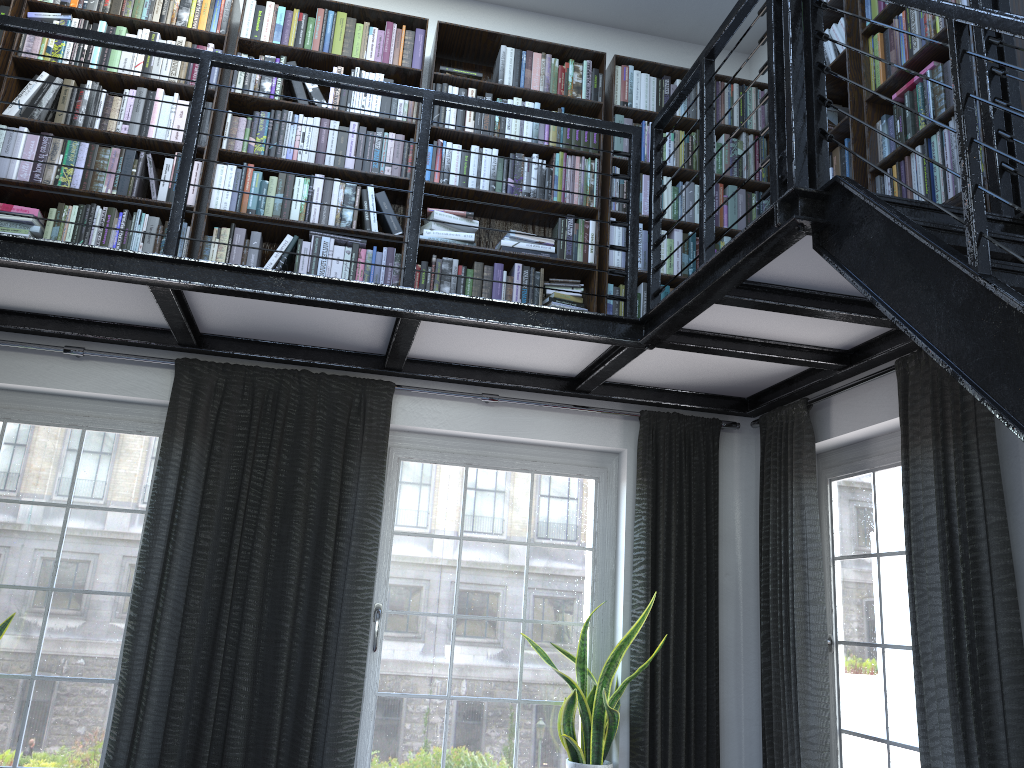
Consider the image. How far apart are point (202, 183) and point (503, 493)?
1.9 meters

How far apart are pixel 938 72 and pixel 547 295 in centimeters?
184cm

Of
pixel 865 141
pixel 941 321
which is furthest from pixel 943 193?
pixel 941 321

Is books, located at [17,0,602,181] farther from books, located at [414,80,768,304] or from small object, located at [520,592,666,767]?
small object, located at [520,592,666,767]

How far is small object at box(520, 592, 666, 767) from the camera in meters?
3.8

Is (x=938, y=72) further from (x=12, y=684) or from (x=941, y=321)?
(x=12, y=684)

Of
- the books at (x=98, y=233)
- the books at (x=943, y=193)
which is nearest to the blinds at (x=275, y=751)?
the books at (x=98, y=233)

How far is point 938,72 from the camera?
2.9 meters

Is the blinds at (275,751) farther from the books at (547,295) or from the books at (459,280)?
the books at (547,295)

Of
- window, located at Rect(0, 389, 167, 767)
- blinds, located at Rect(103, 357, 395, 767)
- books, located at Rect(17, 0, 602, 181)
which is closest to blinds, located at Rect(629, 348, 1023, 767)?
blinds, located at Rect(103, 357, 395, 767)
